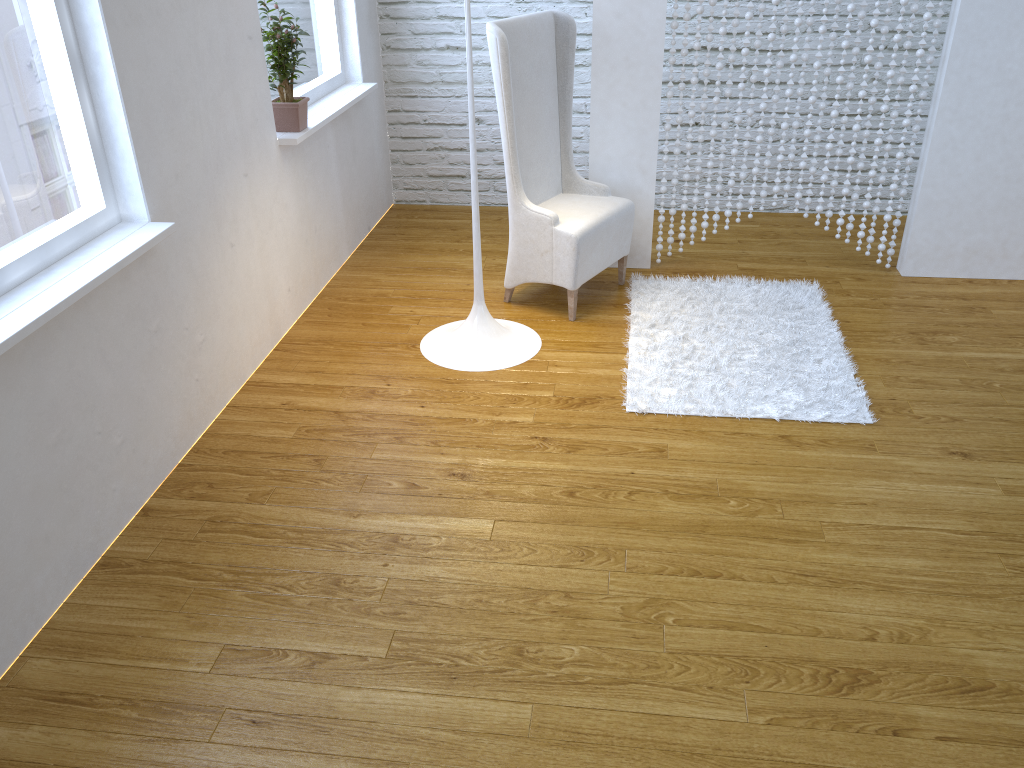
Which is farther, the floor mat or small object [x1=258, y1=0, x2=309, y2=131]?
small object [x1=258, y1=0, x2=309, y2=131]

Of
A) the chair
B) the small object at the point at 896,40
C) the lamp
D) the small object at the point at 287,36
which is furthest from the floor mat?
the small object at the point at 287,36

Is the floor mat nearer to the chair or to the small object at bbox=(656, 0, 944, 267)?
the chair

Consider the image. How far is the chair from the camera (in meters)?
2.97

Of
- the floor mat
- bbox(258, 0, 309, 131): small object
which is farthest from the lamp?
bbox(258, 0, 309, 131): small object

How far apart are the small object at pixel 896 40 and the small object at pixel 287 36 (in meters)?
1.32

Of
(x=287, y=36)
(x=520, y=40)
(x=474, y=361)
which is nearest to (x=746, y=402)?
(x=474, y=361)

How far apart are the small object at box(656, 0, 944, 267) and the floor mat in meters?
0.2

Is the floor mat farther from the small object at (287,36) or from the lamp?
the small object at (287,36)

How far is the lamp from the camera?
2.86m
